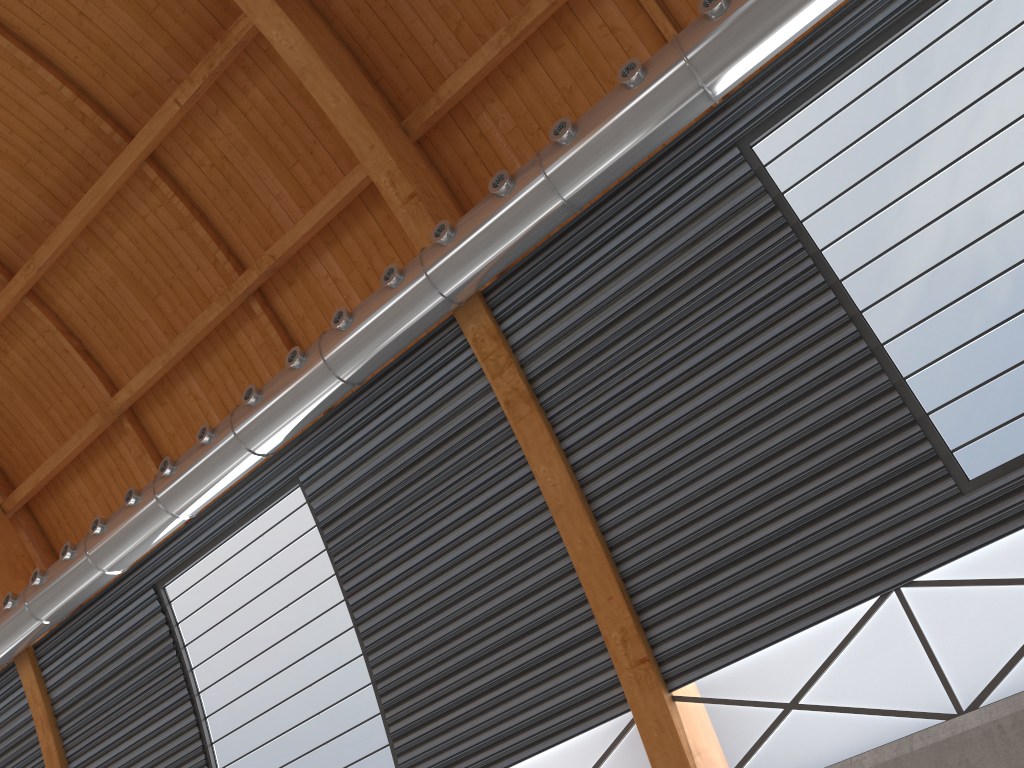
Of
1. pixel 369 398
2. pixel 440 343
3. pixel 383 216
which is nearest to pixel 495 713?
pixel 369 398
